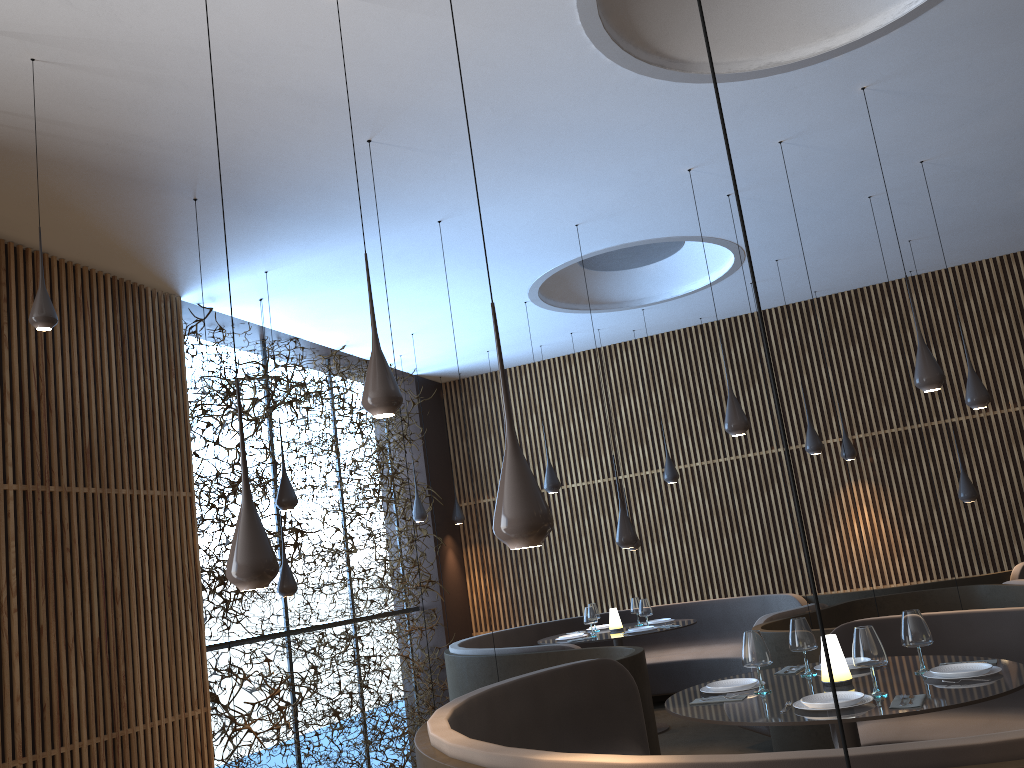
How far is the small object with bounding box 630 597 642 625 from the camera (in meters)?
9.50

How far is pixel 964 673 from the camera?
3.9 meters

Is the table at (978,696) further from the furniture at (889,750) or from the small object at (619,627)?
the small object at (619,627)

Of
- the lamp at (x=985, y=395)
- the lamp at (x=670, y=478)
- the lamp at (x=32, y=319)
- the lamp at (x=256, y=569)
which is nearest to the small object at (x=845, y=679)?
the lamp at (x=256, y=569)

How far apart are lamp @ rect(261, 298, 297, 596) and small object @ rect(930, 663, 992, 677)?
5.8m

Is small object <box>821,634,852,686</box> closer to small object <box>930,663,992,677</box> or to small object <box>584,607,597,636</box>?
small object <box>930,663,992,677</box>

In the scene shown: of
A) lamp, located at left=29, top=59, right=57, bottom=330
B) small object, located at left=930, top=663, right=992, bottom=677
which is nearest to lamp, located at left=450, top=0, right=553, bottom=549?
small object, located at left=930, top=663, right=992, bottom=677

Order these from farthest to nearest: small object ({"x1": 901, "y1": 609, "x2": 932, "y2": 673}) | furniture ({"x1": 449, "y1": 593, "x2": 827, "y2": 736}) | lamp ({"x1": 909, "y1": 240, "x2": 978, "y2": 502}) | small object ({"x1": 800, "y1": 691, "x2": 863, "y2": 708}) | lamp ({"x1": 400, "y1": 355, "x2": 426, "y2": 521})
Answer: lamp ({"x1": 400, "y1": 355, "x2": 426, "y2": 521}), furniture ({"x1": 449, "y1": 593, "x2": 827, "y2": 736}), lamp ({"x1": 909, "y1": 240, "x2": 978, "y2": 502}), small object ({"x1": 901, "y1": 609, "x2": 932, "y2": 673}), small object ({"x1": 800, "y1": 691, "x2": 863, "y2": 708})

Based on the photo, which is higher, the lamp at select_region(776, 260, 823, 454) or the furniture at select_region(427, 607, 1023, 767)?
the lamp at select_region(776, 260, 823, 454)

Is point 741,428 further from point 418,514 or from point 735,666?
point 418,514
